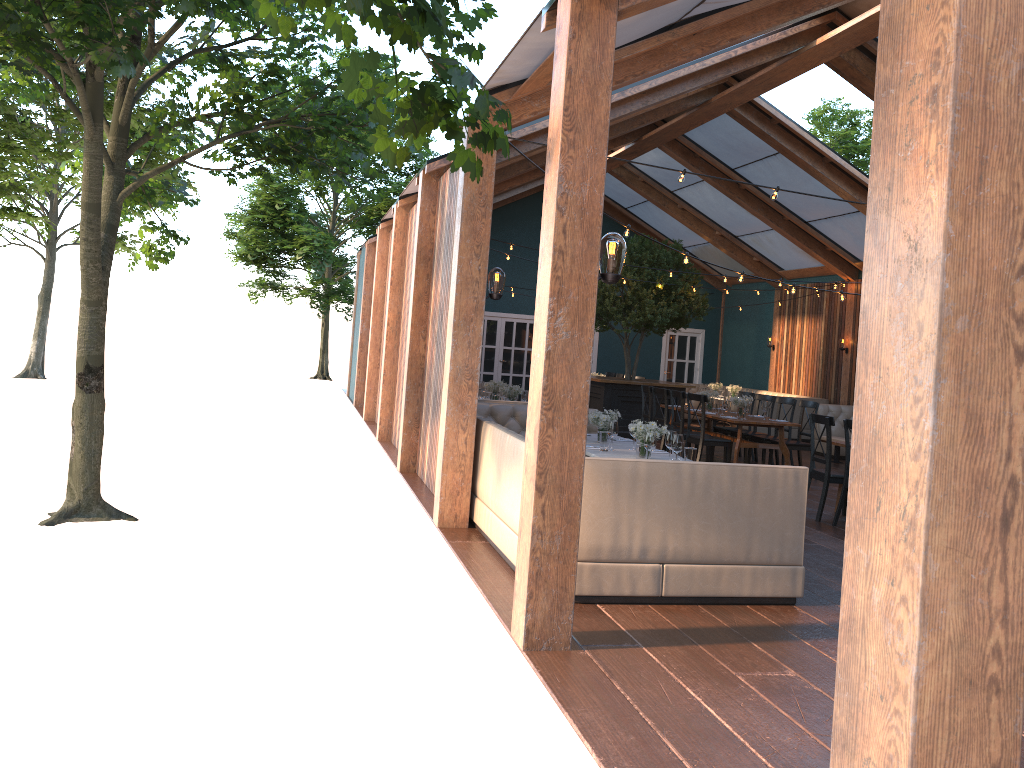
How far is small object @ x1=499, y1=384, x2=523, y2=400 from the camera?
11.3 meters

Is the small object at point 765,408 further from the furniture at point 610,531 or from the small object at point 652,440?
the small object at point 652,440

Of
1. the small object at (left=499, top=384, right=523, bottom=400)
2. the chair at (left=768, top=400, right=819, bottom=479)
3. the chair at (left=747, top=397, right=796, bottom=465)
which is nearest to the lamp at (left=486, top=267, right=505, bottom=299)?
the small object at (left=499, top=384, right=523, bottom=400)

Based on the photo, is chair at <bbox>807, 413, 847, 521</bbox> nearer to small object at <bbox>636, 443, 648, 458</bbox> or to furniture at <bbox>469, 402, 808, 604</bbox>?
furniture at <bbox>469, 402, 808, 604</bbox>

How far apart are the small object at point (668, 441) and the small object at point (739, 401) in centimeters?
551cm

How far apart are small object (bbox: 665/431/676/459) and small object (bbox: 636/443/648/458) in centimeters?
38cm

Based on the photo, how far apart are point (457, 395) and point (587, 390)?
2.77m

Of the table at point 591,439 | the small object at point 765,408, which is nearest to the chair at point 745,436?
the small object at point 765,408

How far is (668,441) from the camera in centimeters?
678cm

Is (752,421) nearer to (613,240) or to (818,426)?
(818,426)
